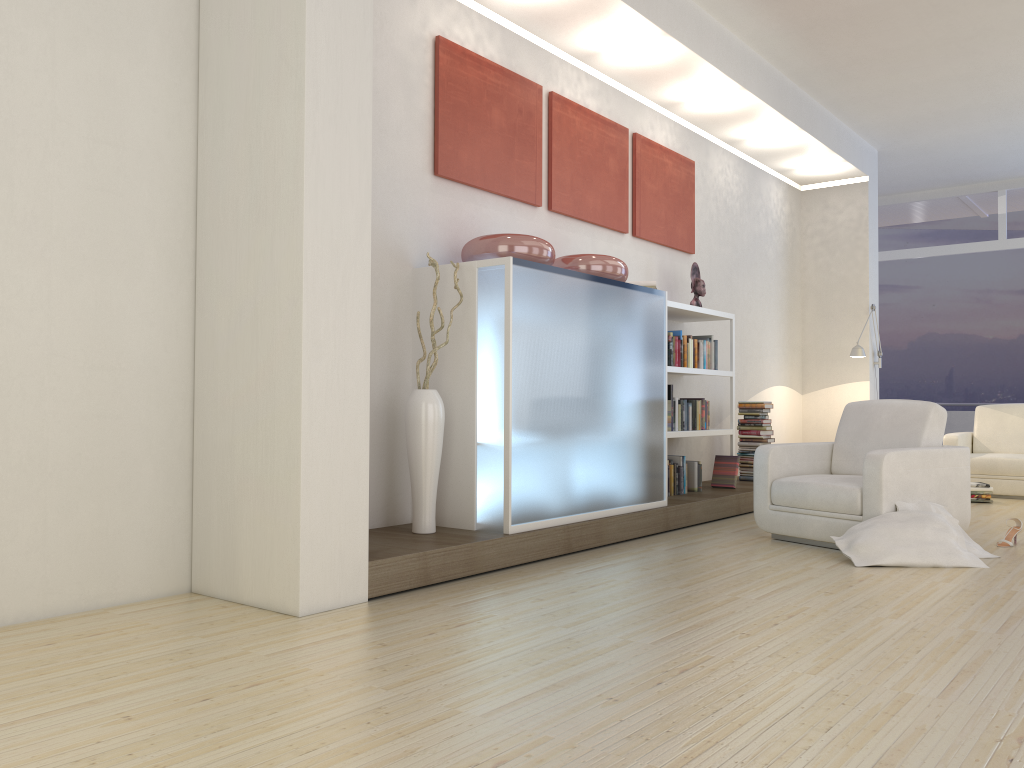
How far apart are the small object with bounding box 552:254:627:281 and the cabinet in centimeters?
11cm

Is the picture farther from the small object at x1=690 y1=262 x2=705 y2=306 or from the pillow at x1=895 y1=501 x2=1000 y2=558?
the pillow at x1=895 y1=501 x2=1000 y2=558

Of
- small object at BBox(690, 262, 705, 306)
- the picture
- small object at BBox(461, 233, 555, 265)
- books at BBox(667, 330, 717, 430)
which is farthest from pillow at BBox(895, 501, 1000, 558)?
the picture

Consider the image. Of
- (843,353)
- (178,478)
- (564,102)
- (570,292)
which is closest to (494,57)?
(564,102)

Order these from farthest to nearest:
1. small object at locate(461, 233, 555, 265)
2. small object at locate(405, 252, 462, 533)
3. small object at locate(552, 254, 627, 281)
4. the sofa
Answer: the sofa
small object at locate(552, 254, 627, 281)
small object at locate(461, 233, 555, 265)
small object at locate(405, 252, 462, 533)

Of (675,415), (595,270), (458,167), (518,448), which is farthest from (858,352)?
(518,448)

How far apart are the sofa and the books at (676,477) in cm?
256

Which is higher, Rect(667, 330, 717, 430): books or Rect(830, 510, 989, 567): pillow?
Rect(667, 330, 717, 430): books

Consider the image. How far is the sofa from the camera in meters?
7.9 m

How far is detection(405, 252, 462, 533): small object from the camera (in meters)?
4.40
